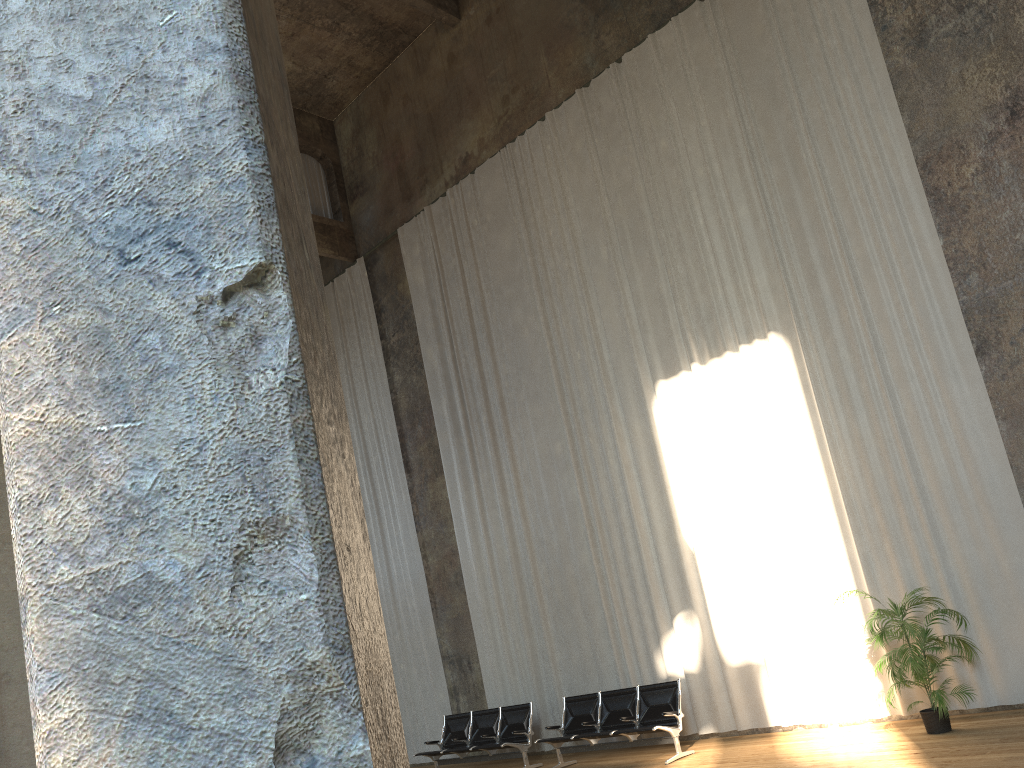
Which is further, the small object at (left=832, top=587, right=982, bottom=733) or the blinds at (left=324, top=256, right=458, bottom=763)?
the blinds at (left=324, top=256, right=458, bottom=763)

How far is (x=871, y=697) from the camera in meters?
9.0 m

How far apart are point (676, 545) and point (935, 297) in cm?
407

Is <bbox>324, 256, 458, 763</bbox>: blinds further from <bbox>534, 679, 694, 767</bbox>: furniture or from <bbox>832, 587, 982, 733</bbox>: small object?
<bbox>832, 587, 982, 733</bbox>: small object

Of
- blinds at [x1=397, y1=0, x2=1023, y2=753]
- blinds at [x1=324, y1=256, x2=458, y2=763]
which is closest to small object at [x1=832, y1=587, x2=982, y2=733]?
blinds at [x1=397, y1=0, x2=1023, y2=753]

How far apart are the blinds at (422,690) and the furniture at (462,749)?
1.13m

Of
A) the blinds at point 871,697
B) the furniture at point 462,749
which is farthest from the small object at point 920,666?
the furniture at point 462,749

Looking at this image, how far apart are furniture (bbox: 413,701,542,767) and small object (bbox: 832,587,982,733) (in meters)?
4.55

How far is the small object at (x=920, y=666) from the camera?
7.70m

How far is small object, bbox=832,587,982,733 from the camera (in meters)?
7.70
